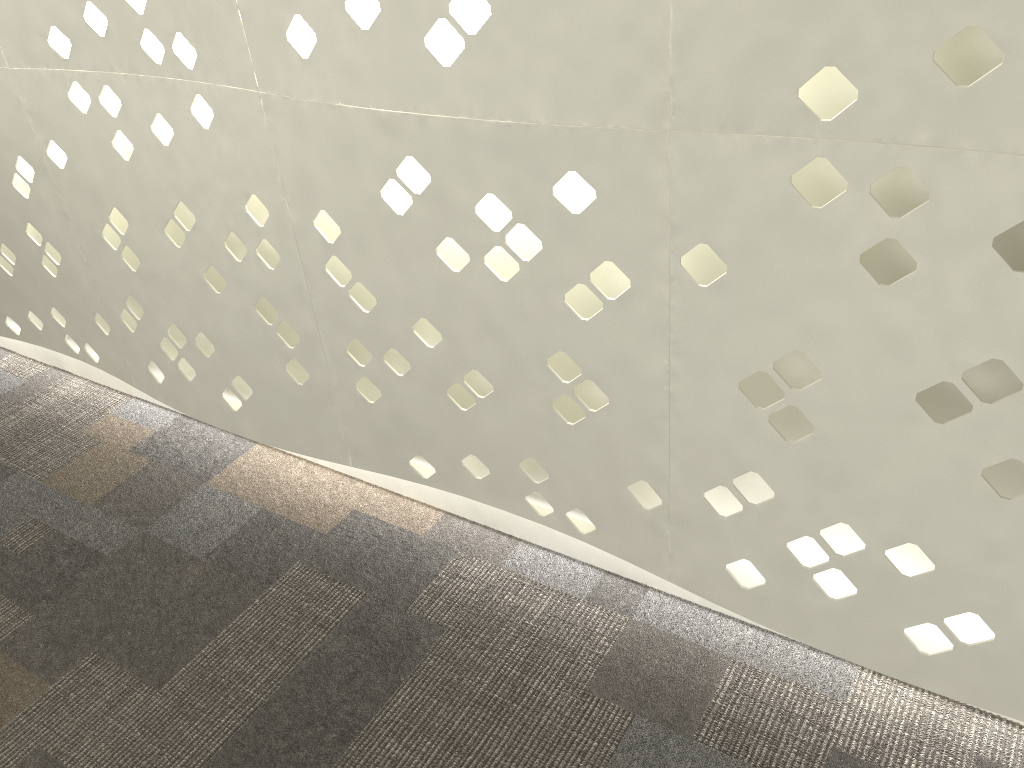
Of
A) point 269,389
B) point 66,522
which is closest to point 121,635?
point 66,522

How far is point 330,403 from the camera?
1.49m
